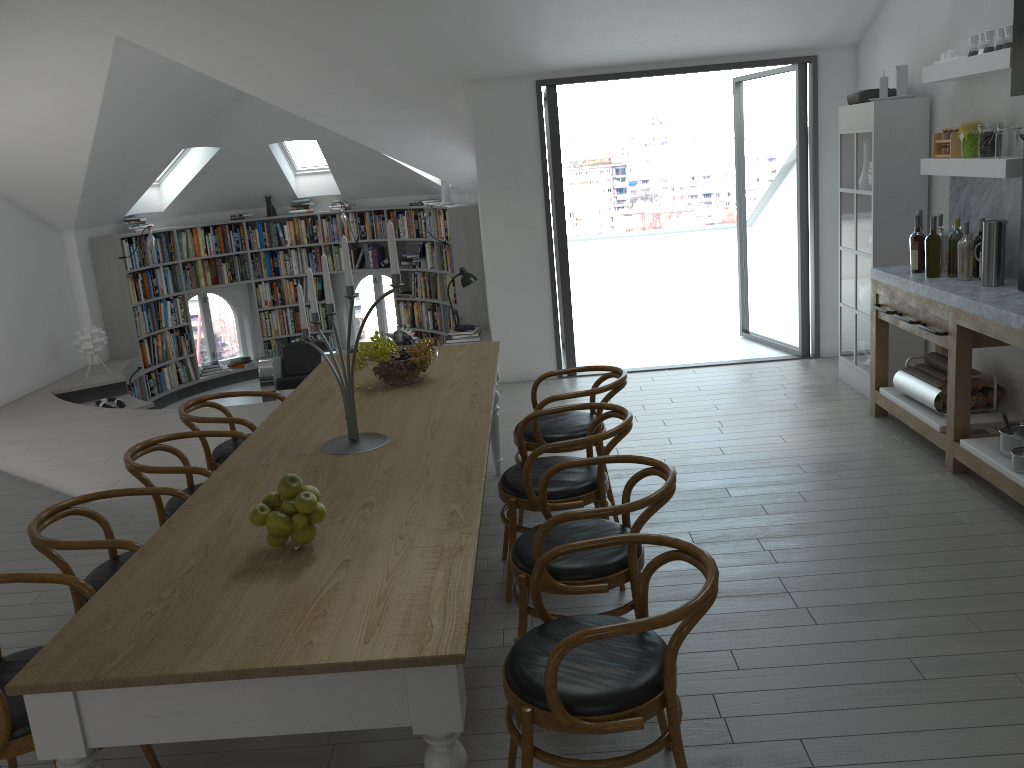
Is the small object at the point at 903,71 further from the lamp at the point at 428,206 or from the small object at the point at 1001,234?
the lamp at the point at 428,206

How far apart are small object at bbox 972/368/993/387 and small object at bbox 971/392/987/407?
0.1m

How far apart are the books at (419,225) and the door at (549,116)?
3.00m

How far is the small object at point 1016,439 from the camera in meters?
4.2 m

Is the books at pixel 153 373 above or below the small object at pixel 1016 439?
below

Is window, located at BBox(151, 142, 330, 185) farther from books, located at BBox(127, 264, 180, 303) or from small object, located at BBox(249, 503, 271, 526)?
small object, located at BBox(249, 503, 271, 526)

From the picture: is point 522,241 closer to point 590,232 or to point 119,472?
point 119,472

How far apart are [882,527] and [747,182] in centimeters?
2922cm

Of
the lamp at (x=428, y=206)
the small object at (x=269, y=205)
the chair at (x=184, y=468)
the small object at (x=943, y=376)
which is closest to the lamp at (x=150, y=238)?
the small object at (x=269, y=205)

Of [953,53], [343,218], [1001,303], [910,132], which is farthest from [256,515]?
[343,218]
